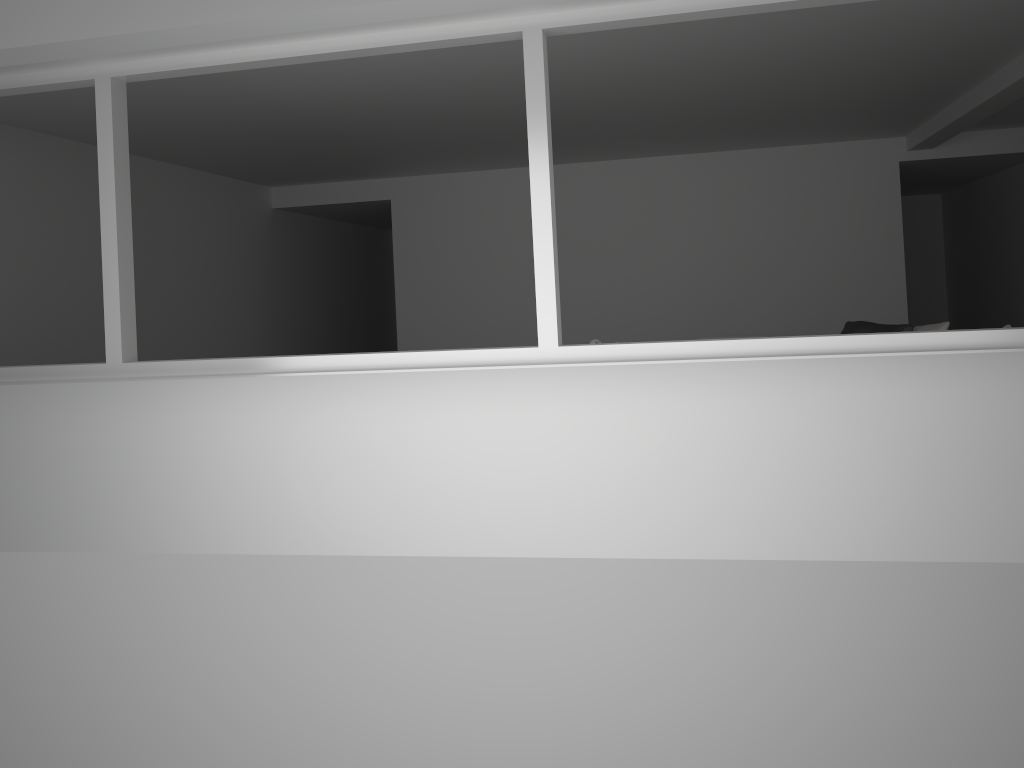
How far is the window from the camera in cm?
330

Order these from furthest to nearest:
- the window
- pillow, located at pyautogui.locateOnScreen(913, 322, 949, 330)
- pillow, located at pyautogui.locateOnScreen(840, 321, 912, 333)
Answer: pillow, located at pyautogui.locateOnScreen(840, 321, 912, 333) → pillow, located at pyautogui.locateOnScreen(913, 322, 949, 330) → the window

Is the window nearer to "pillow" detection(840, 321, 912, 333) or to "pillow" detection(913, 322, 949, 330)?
"pillow" detection(913, 322, 949, 330)

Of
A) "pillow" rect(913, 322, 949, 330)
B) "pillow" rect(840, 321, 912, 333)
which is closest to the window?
"pillow" rect(913, 322, 949, 330)

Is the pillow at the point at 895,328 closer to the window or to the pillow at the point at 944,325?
the pillow at the point at 944,325

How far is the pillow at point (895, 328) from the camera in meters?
6.4

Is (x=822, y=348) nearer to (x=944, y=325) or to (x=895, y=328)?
(x=944, y=325)

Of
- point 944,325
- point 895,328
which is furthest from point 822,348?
point 895,328

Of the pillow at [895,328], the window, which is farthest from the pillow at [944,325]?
the window

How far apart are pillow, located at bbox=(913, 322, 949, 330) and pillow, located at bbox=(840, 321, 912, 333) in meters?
0.2 m
